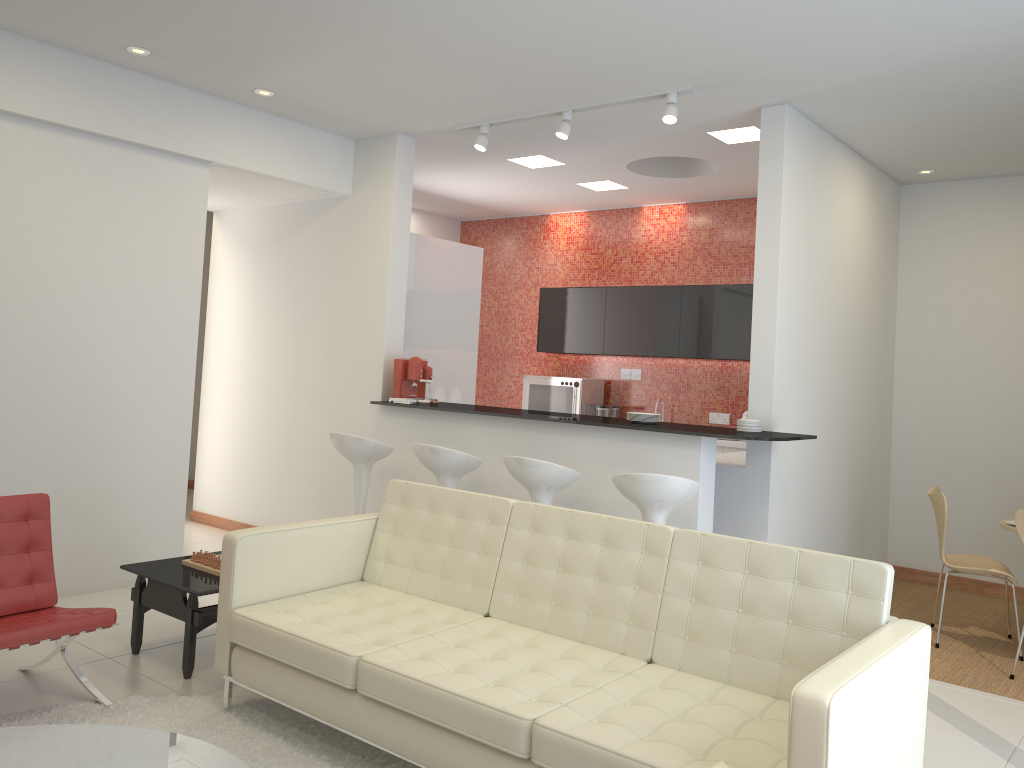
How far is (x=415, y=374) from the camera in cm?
624

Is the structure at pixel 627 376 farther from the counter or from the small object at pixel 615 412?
the counter

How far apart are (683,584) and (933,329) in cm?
476

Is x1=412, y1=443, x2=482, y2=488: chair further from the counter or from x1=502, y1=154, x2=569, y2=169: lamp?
x1=502, y1=154, x2=569, y2=169: lamp

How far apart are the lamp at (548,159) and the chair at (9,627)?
4.4 meters

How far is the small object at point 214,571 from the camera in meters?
4.3 m

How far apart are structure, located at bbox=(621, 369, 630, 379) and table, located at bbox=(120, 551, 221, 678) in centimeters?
517cm

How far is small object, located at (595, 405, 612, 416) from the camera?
8.5 meters

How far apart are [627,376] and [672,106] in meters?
4.0

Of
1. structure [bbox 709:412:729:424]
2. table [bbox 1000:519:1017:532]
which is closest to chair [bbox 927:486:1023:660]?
table [bbox 1000:519:1017:532]
